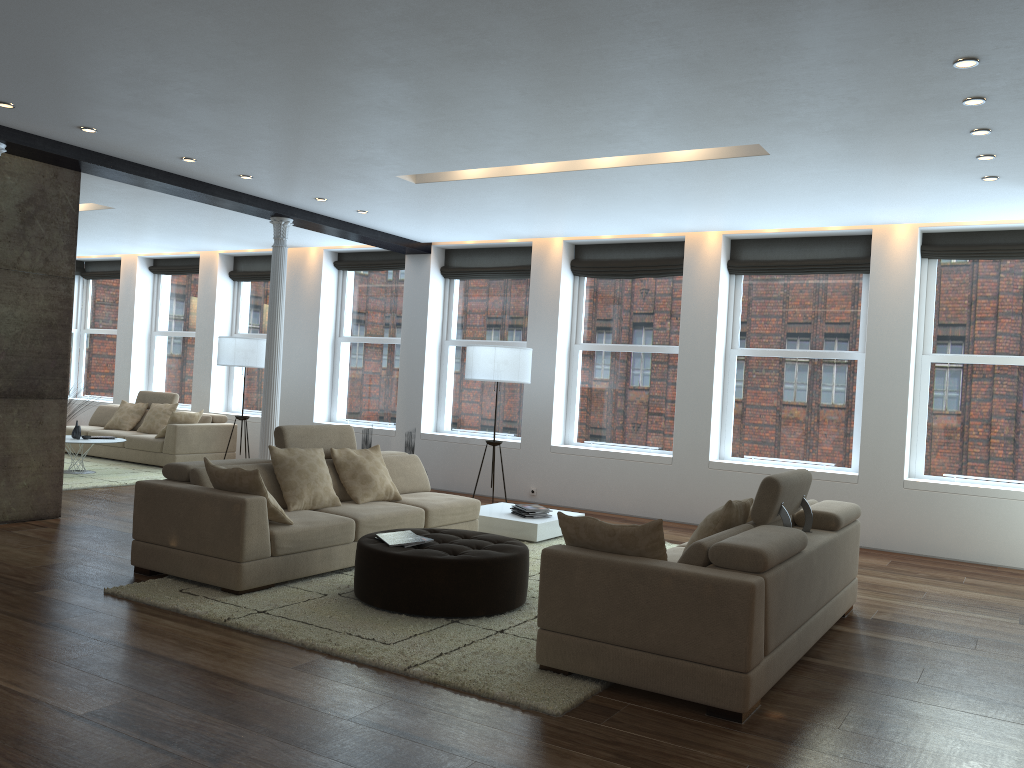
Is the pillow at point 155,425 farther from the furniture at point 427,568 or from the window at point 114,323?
the furniture at point 427,568

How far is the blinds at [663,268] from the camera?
9.6m

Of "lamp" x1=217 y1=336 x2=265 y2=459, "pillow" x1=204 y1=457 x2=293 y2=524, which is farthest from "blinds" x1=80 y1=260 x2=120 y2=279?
"pillow" x1=204 y1=457 x2=293 y2=524

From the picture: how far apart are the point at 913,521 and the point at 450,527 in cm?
430

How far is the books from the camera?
5.2 meters

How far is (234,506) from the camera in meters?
5.2 m

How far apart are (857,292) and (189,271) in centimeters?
970cm

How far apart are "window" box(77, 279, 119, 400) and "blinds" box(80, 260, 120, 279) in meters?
0.2 m

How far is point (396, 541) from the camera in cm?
522

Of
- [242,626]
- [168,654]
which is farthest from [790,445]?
[168,654]
